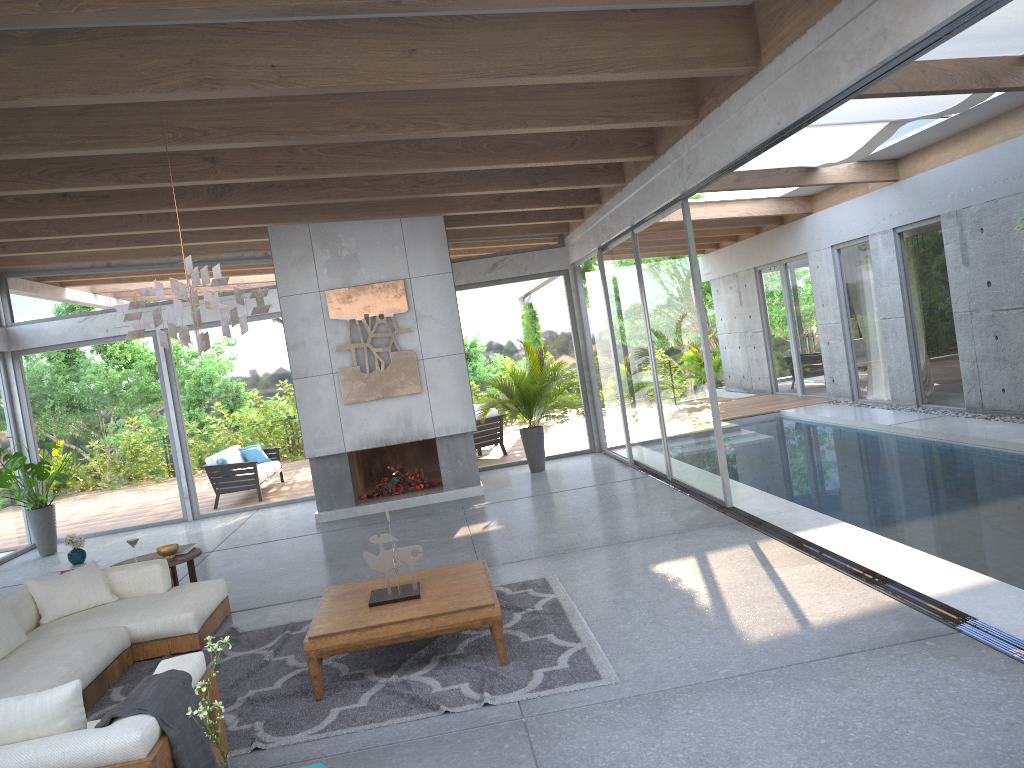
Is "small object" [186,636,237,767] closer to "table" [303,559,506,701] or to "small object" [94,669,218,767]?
"small object" [94,669,218,767]

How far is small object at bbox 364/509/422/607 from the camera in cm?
509

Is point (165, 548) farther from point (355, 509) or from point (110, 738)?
point (110, 738)

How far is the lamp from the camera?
4.8 meters

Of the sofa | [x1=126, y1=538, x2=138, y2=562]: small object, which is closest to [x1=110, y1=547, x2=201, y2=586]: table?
the sofa

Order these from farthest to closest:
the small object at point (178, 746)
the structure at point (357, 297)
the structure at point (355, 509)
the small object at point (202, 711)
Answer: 1. the structure at point (355, 509)
2. the structure at point (357, 297)
3. the small object at point (178, 746)
4. the small object at point (202, 711)

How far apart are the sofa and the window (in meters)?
4.24

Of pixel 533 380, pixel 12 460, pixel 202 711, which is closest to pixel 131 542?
pixel 202 711

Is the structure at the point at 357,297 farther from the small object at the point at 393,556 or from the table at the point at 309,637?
the small object at the point at 393,556

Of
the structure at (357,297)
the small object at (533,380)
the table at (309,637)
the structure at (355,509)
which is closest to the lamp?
the table at (309,637)
